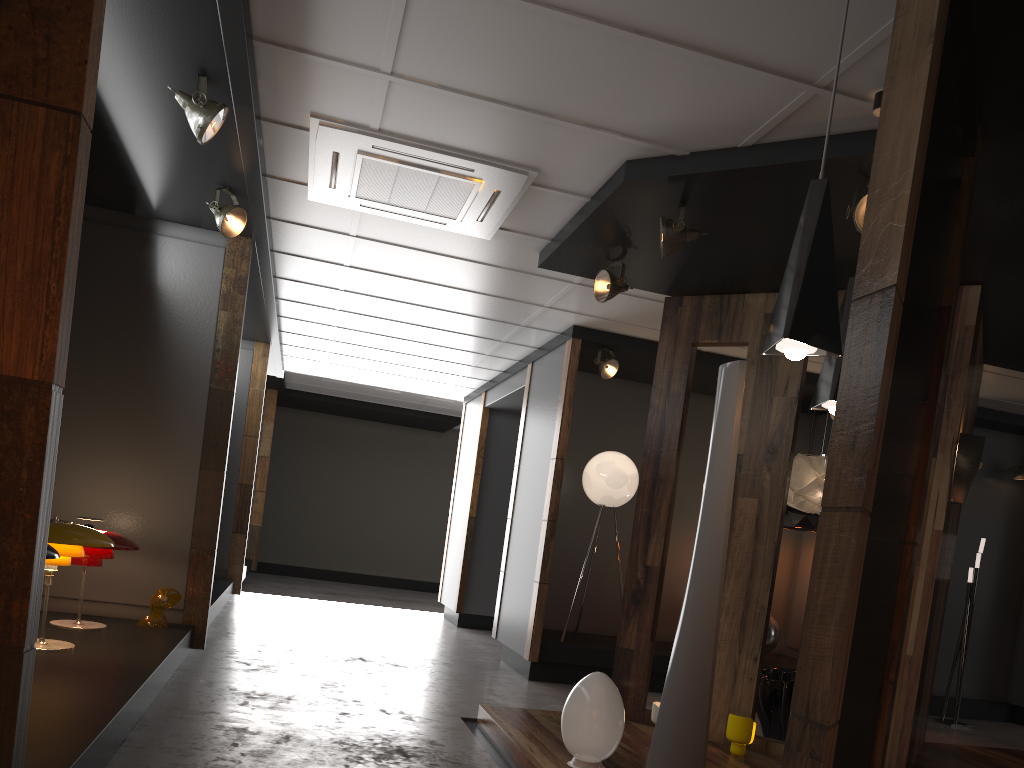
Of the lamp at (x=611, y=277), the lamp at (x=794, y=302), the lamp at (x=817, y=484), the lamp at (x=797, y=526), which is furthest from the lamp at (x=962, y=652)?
the lamp at (x=794, y=302)

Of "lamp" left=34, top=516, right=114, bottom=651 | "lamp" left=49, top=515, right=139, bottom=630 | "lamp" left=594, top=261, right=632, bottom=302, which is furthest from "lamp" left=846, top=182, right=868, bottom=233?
"lamp" left=49, top=515, right=139, bottom=630

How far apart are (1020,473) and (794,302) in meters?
7.4

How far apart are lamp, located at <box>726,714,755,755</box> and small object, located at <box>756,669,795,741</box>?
0.7m

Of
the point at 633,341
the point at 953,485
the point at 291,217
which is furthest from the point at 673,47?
the point at 633,341

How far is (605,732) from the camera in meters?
4.0

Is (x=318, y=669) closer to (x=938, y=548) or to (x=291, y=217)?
(x=291, y=217)

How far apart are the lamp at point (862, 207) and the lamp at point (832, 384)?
0.5m

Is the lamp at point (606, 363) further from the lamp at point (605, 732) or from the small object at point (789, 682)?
the lamp at point (605, 732)

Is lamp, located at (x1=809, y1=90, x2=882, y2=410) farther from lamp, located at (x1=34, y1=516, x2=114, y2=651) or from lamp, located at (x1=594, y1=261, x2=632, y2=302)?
lamp, located at (x1=34, y1=516, x2=114, y2=651)
